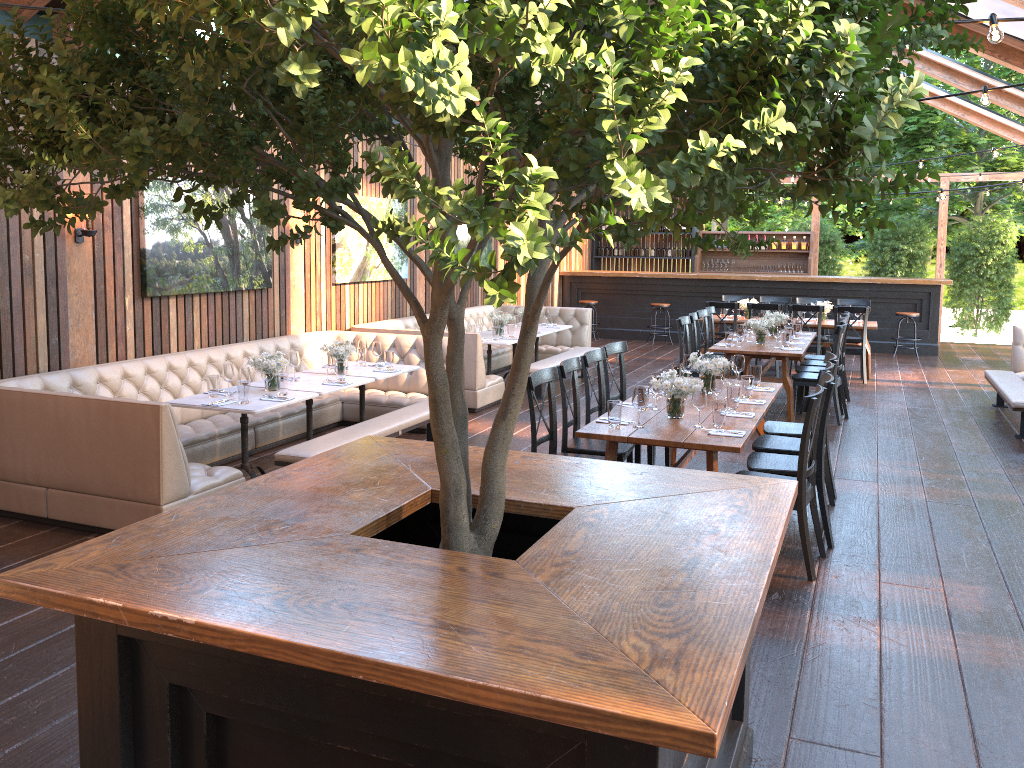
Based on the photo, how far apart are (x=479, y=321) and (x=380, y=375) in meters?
3.2

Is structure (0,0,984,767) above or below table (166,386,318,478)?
above

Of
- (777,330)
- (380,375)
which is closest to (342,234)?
(380,375)

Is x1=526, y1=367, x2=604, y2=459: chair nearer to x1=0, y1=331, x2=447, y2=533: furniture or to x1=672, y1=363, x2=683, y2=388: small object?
x1=672, y1=363, x2=683, y2=388: small object

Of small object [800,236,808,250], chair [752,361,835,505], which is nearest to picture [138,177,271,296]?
chair [752,361,835,505]

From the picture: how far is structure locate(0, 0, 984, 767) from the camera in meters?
1.4

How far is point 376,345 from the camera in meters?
8.0

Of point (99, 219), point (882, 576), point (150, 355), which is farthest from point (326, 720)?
point (150, 355)

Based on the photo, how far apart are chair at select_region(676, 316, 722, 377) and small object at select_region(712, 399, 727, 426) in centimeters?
430cm

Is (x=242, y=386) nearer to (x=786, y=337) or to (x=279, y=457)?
(x=279, y=457)
